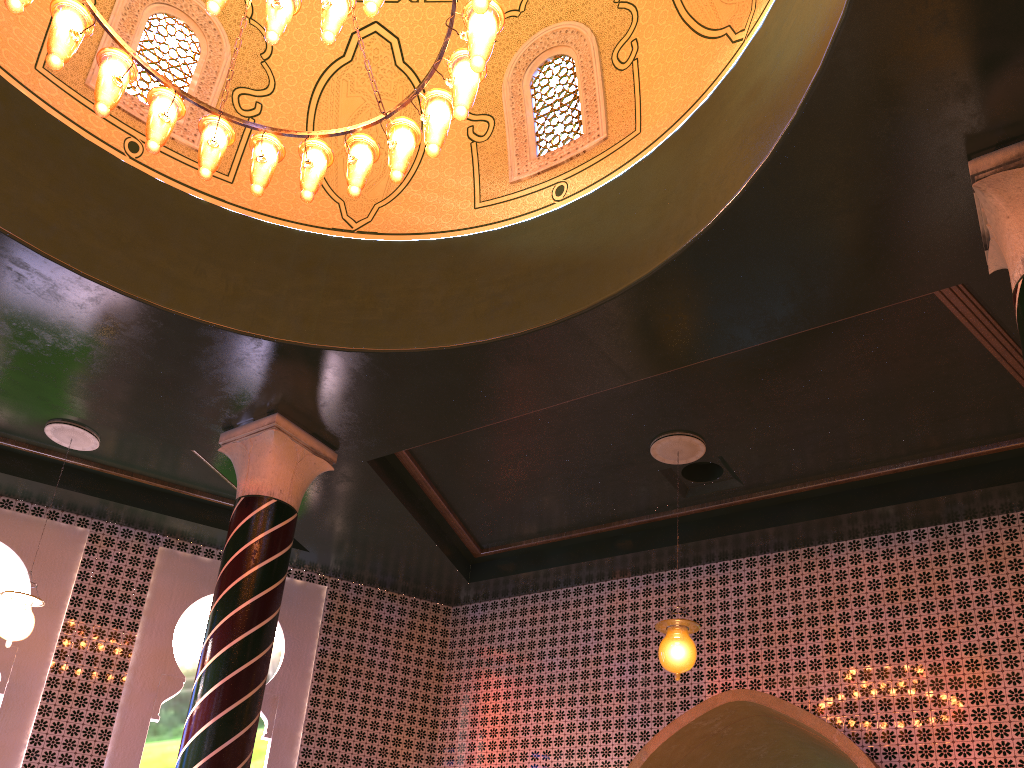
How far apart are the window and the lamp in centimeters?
218cm

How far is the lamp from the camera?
4.8m

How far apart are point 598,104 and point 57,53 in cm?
416

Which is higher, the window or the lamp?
the window

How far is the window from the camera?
7.32m

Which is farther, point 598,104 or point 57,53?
point 598,104

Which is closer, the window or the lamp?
the lamp

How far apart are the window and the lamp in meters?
2.2 m

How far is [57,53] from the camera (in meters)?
4.79
